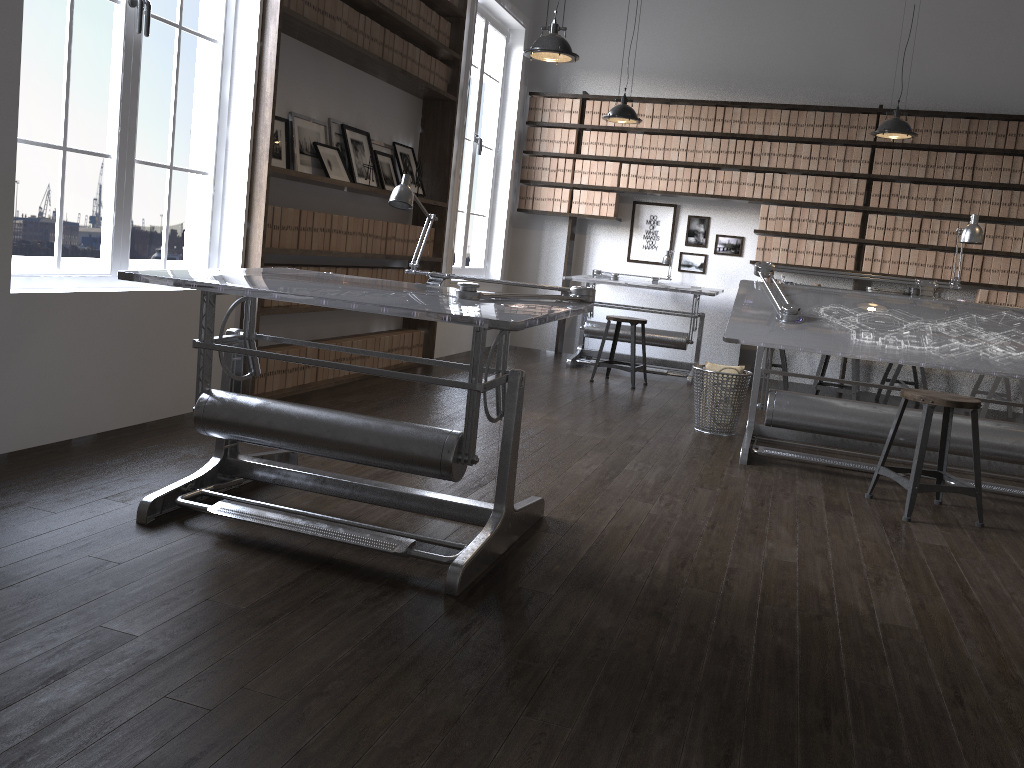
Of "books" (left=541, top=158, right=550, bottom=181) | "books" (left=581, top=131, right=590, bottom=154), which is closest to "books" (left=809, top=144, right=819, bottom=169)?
"books" (left=581, top=131, right=590, bottom=154)

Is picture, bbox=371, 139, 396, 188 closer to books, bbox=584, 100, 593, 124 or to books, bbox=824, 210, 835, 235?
books, bbox=584, 100, 593, 124

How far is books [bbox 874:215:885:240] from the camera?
7.4m

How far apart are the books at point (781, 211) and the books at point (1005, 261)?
1.8 meters

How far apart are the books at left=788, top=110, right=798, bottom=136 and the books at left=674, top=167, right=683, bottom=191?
0.98m

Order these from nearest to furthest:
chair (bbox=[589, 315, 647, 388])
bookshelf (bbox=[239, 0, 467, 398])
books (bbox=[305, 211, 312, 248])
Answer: bookshelf (bbox=[239, 0, 467, 398]) → books (bbox=[305, 211, 312, 248]) → chair (bbox=[589, 315, 647, 388])

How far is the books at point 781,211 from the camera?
7.7 meters

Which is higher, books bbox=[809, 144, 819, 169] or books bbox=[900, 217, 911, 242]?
books bbox=[809, 144, 819, 169]

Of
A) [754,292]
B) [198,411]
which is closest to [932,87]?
[754,292]

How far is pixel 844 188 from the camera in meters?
7.5 m
